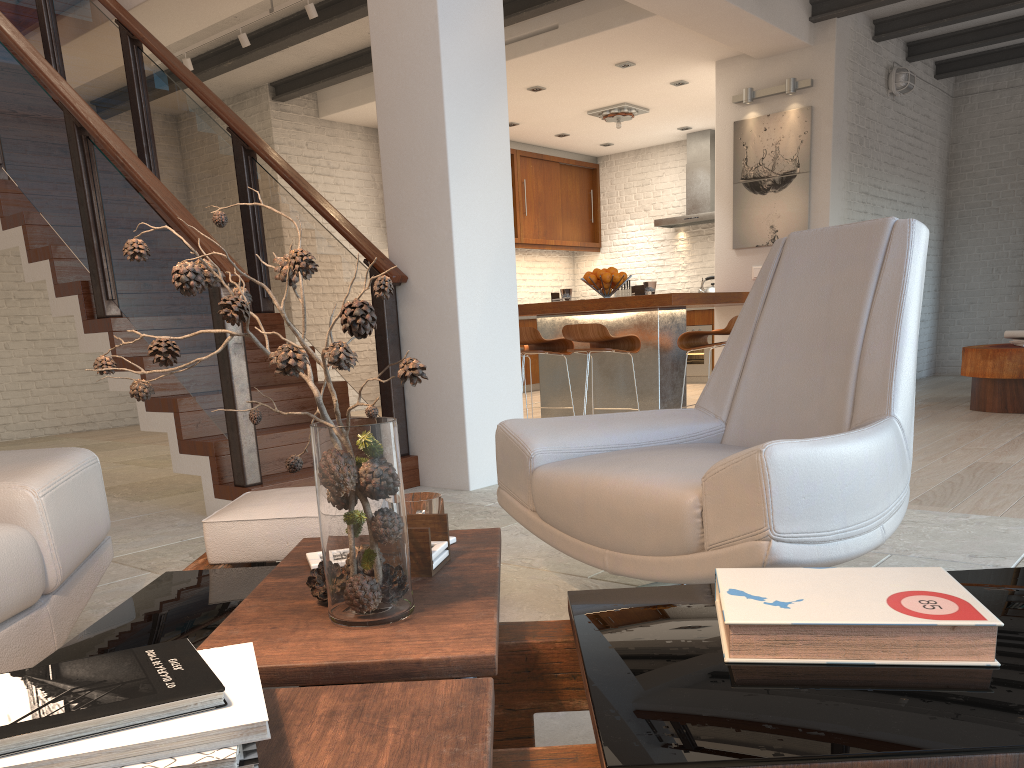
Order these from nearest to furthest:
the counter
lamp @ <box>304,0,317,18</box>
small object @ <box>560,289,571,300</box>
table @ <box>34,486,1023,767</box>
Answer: table @ <box>34,486,1023,767</box> < the counter < lamp @ <box>304,0,317,18</box> < small object @ <box>560,289,571,300</box>

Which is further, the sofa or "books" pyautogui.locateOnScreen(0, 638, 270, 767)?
the sofa

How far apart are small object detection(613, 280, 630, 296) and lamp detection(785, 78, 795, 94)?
4.6m

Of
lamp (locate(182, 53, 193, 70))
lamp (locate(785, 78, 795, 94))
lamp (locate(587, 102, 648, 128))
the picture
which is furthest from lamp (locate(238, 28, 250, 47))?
lamp (locate(785, 78, 795, 94))

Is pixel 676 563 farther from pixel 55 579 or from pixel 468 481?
Result: pixel 468 481

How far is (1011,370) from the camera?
6.05m

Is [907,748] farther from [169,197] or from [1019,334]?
[1019,334]

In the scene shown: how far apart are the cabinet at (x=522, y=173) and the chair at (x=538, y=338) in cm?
441

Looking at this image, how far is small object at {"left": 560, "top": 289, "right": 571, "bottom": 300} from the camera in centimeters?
644cm

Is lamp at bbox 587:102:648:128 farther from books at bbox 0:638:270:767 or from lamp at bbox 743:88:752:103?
books at bbox 0:638:270:767
